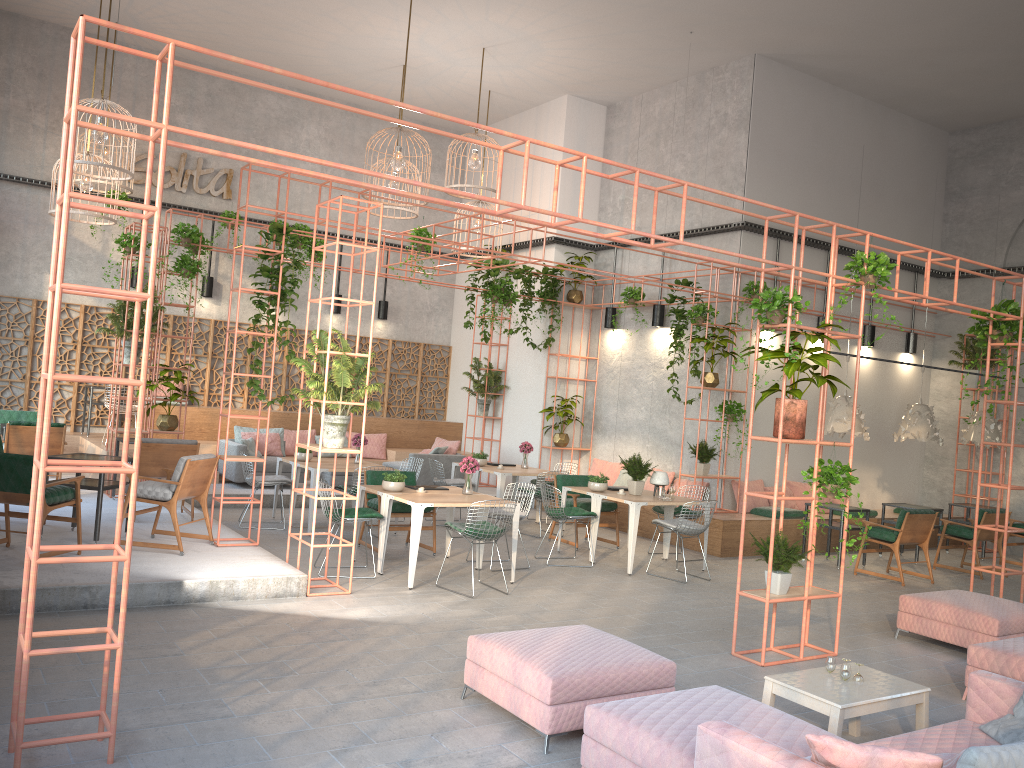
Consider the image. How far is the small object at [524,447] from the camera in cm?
1344

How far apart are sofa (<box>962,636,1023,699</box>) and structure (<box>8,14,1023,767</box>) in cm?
112

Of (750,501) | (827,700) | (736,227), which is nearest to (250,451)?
(750,501)

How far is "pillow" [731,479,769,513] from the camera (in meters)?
12.98

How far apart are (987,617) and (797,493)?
6.3 meters

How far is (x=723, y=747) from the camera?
3.5m

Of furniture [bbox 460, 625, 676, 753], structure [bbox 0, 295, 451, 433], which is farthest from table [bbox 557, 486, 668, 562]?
structure [bbox 0, 295, 451, 433]

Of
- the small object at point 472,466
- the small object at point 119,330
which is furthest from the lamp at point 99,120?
the small object at point 472,466

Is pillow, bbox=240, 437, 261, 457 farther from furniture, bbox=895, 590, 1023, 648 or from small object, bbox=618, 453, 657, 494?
furniture, bbox=895, 590, 1023, 648

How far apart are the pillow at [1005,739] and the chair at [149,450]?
8.35m
